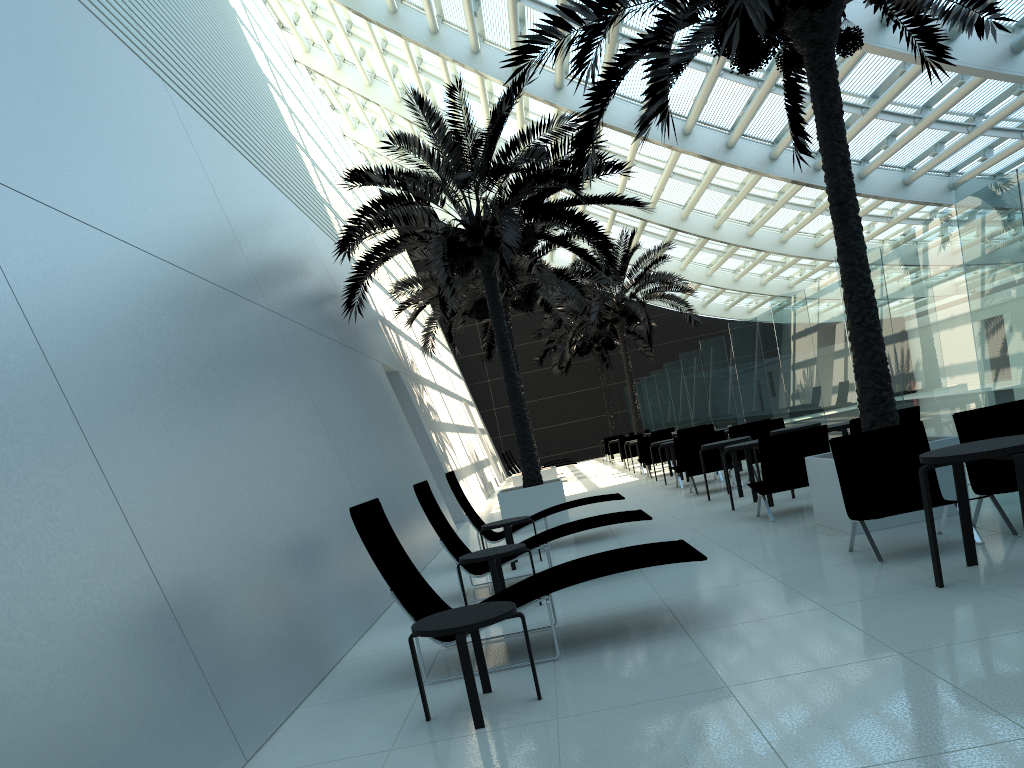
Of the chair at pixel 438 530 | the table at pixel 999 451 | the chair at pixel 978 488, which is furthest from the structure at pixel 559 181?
the table at pixel 999 451

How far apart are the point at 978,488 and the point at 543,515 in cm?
507

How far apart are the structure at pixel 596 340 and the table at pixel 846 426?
22.6 meters

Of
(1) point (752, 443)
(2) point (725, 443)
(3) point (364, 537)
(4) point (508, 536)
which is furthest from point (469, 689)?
(2) point (725, 443)

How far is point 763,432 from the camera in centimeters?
1383cm

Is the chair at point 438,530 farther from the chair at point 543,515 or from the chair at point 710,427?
the chair at point 710,427

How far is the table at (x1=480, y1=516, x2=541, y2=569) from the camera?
9.2 meters

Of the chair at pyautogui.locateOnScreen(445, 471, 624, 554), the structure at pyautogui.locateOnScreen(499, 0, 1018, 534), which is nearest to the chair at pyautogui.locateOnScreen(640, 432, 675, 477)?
the chair at pyautogui.locateOnScreen(445, 471, 624, 554)

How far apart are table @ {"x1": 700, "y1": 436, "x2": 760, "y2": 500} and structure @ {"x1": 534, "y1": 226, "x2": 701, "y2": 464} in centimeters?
1299cm

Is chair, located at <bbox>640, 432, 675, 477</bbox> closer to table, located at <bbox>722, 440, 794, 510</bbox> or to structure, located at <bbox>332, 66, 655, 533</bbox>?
structure, located at <bbox>332, 66, 655, 533</bbox>
